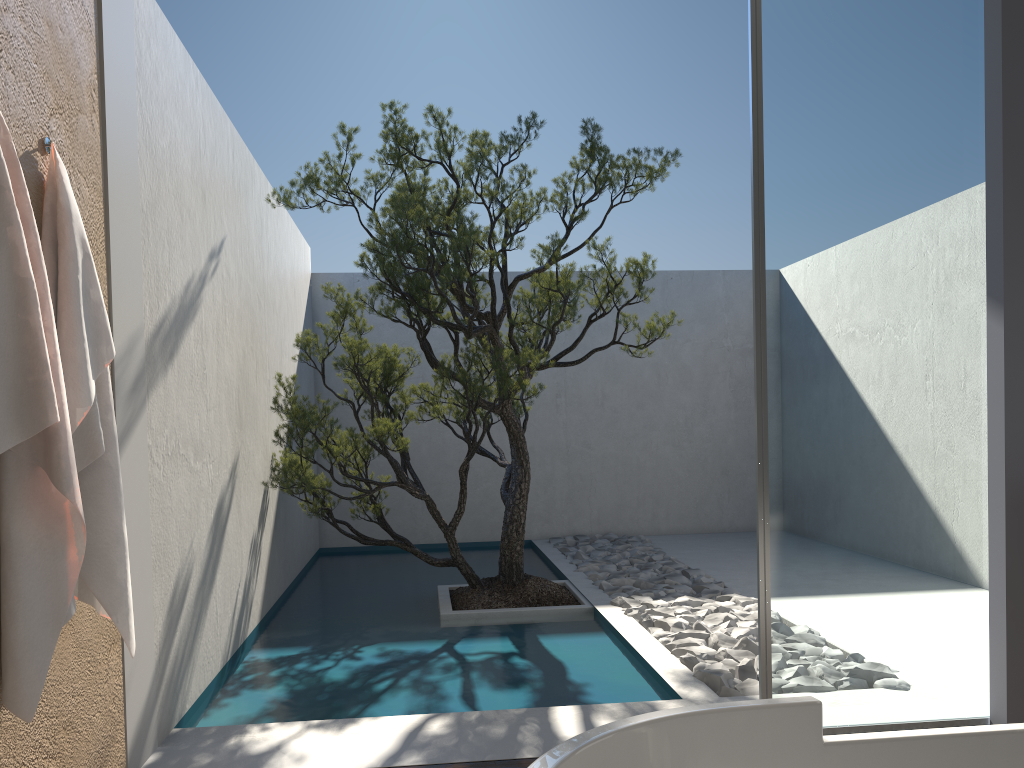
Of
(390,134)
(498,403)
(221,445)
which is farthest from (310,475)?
(390,134)

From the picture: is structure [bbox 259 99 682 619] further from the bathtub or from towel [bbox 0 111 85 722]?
the bathtub

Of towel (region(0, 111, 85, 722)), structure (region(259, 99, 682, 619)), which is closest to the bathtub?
towel (region(0, 111, 85, 722))

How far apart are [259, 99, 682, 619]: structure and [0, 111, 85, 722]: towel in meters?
2.5

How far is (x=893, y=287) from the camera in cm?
334

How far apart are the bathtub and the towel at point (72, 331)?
1.7 meters

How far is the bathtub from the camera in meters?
1.4 m

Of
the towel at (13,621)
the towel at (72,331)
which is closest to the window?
the towel at (72,331)

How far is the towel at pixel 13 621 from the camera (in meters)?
2.11

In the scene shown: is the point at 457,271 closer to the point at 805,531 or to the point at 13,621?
the point at 805,531
